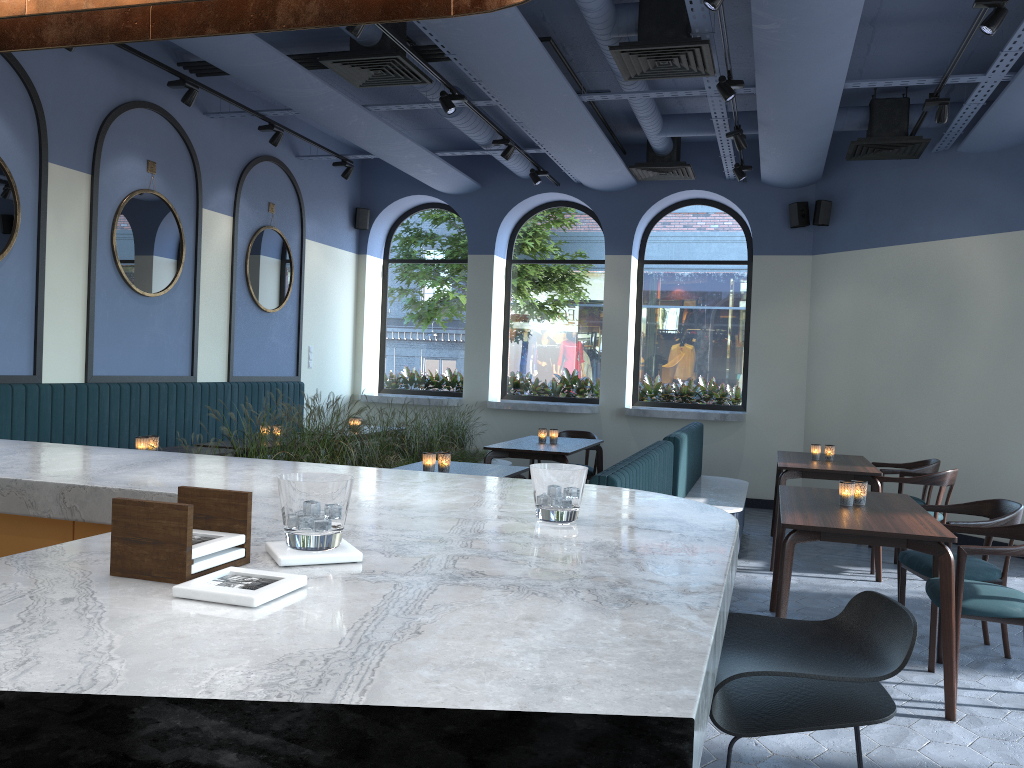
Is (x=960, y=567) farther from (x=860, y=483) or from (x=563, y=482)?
(x=563, y=482)

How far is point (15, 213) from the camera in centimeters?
587cm

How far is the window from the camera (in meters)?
9.99

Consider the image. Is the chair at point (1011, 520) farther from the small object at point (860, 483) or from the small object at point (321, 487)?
the small object at point (321, 487)

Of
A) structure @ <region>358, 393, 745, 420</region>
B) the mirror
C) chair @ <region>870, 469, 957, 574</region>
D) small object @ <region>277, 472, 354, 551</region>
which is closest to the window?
structure @ <region>358, 393, 745, 420</region>

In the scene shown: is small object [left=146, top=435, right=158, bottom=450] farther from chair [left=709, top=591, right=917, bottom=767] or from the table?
chair [left=709, top=591, right=917, bottom=767]

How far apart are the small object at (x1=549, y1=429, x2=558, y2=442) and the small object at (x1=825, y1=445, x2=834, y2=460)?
2.2 meters

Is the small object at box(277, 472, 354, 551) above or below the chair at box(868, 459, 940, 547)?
above

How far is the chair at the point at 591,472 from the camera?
8.3 meters

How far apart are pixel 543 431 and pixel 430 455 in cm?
258
